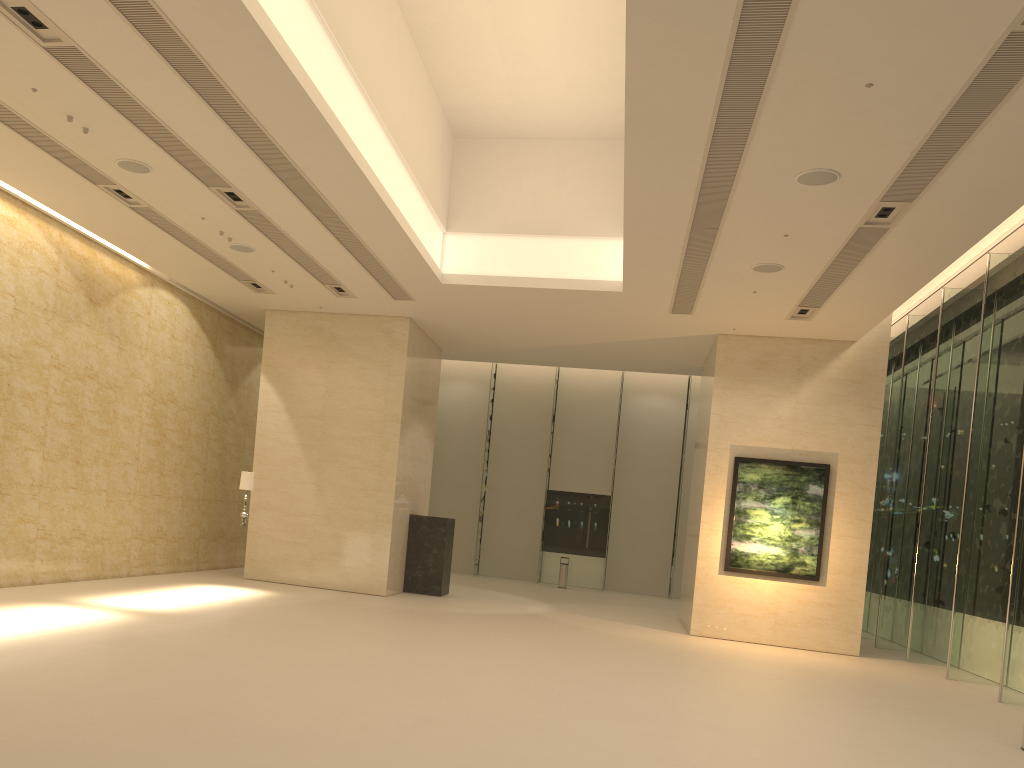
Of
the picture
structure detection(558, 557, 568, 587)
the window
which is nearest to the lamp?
the picture

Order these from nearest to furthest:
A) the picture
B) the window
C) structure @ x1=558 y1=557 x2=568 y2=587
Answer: the window < the picture < structure @ x1=558 y1=557 x2=568 y2=587

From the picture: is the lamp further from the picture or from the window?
the window

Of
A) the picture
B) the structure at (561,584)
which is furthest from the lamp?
the structure at (561,584)

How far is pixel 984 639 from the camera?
14.6m

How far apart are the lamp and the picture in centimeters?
919cm

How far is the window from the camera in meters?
14.6

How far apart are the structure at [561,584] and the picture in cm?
1014

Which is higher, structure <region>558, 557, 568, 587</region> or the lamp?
the lamp

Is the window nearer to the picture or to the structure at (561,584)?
the structure at (561,584)
